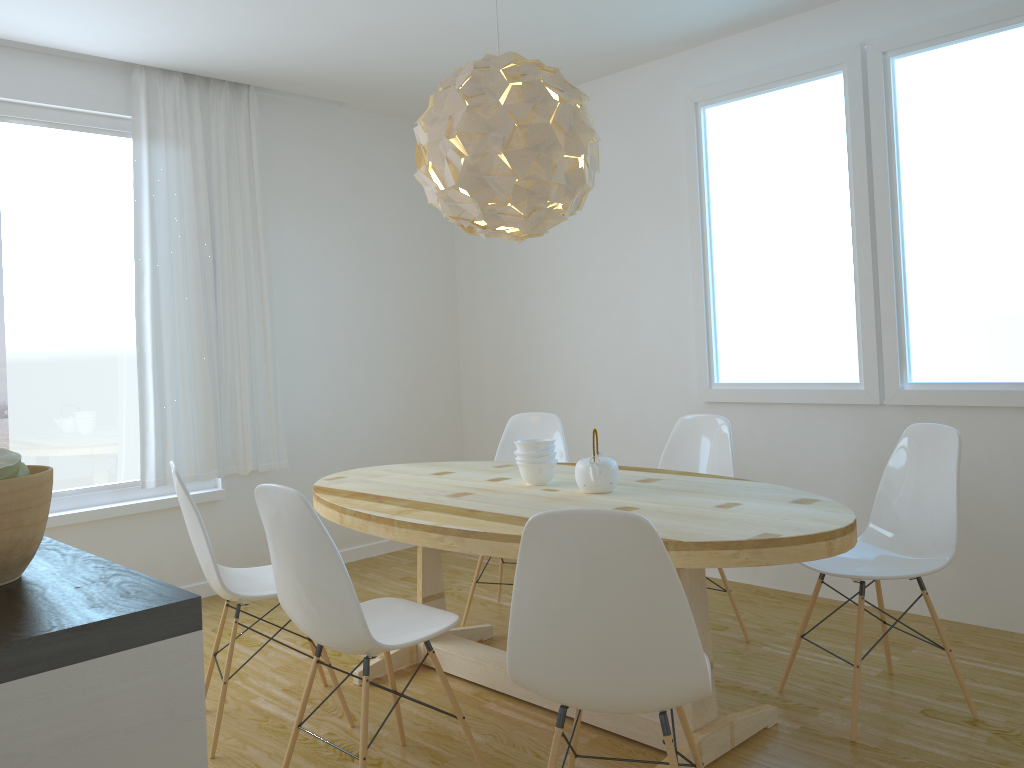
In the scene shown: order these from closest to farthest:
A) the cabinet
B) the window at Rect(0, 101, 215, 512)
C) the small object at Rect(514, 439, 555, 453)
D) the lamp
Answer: the cabinet → the lamp → the small object at Rect(514, 439, 555, 453) → the window at Rect(0, 101, 215, 512)

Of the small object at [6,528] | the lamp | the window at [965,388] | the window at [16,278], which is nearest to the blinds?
the window at [16,278]

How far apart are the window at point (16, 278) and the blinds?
0.08m

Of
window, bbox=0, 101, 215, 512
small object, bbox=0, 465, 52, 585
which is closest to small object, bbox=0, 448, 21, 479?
small object, bbox=0, 465, 52, 585

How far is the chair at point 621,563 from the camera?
1.77m

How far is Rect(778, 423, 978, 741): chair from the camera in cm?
283

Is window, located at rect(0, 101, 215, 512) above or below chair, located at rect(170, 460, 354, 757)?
above

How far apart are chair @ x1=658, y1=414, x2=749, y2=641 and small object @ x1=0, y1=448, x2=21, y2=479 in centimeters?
289cm

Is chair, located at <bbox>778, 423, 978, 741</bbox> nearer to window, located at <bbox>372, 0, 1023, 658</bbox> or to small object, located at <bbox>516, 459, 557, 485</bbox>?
window, located at <bbox>372, 0, 1023, 658</bbox>

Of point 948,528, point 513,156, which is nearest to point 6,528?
point 513,156
